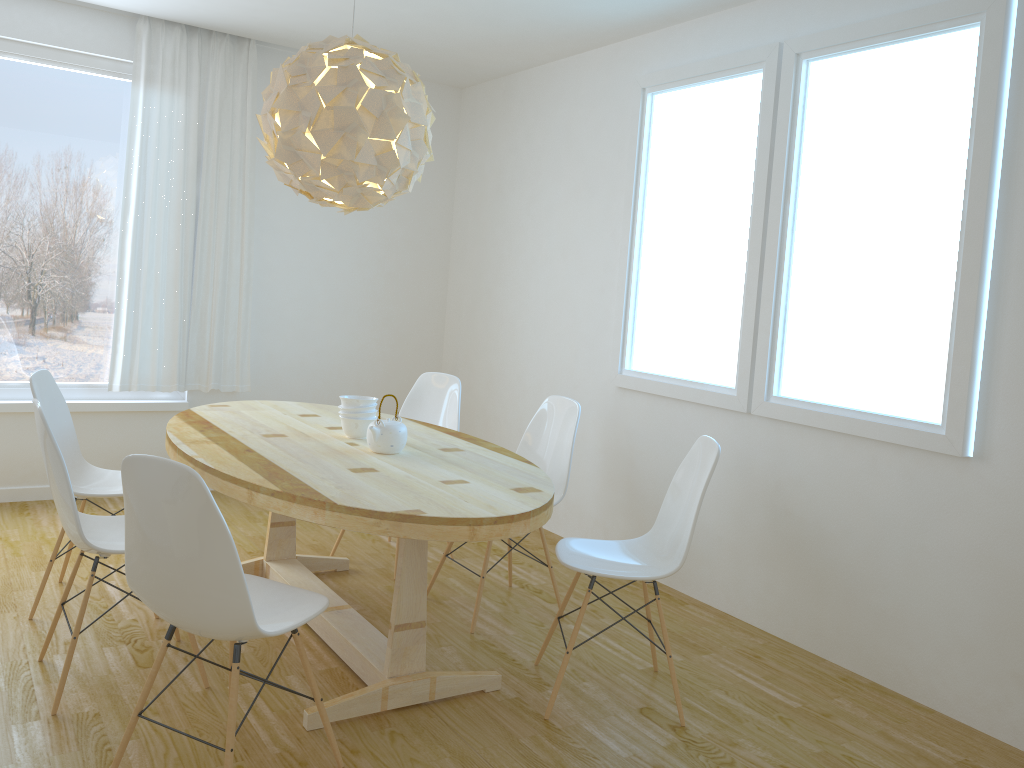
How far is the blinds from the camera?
4.91m

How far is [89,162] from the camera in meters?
4.9 m

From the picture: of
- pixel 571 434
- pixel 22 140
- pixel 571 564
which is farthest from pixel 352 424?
pixel 22 140

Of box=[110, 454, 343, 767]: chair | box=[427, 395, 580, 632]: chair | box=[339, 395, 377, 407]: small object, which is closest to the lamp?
box=[339, 395, 377, 407]: small object

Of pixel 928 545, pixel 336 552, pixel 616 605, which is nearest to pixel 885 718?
pixel 928 545

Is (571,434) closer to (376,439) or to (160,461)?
(376,439)

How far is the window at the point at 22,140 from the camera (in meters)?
4.72

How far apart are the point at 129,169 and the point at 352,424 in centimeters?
252cm

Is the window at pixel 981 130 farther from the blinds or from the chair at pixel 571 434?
the blinds

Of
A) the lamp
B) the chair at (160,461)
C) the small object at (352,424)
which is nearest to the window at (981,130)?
the lamp
